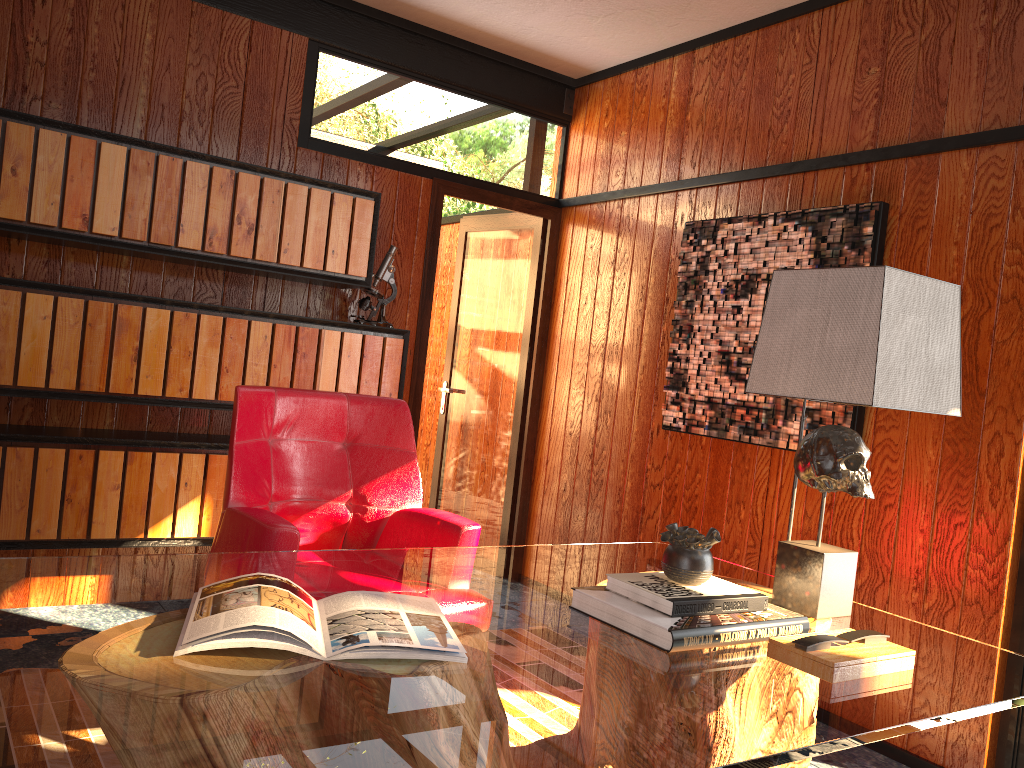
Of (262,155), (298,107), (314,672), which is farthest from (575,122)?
(314,672)

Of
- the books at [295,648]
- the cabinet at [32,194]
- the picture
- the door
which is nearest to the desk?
the books at [295,648]

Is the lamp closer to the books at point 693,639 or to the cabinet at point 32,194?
the books at point 693,639

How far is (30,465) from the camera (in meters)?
2.97

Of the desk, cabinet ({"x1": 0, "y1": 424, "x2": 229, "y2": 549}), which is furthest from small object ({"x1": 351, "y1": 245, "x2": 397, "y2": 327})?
Answer: the desk

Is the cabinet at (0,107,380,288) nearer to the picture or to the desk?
the picture

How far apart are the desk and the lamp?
0.0m

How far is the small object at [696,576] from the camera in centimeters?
172cm

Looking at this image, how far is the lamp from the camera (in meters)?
1.73

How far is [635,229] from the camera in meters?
4.0 m
